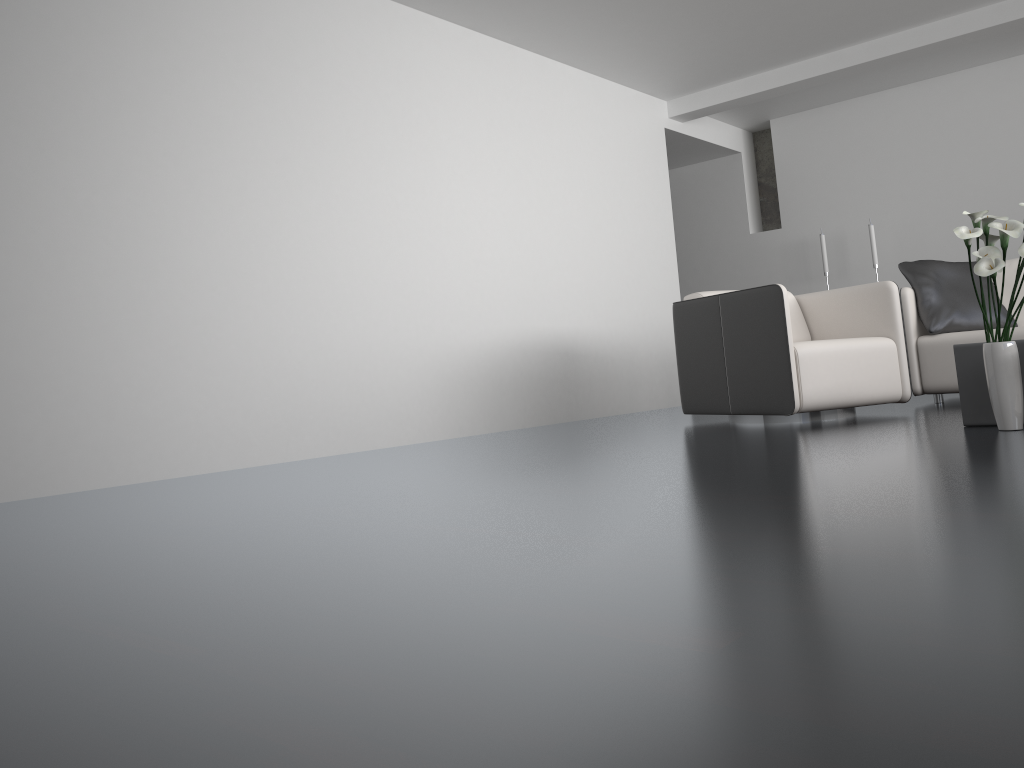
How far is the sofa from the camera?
4.8m

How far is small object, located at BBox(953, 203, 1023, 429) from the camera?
2.97m

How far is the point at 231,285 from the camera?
4.0m

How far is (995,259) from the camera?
2.97m

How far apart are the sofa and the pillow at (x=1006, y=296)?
0.42m

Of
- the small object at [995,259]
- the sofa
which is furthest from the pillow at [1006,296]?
the small object at [995,259]

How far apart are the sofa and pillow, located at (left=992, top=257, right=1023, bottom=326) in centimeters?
42cm

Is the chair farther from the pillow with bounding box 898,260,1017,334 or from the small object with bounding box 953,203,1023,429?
the small object with bounding box 953,203,1023,429

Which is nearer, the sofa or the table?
the table

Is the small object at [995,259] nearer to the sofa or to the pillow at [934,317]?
the sofa
